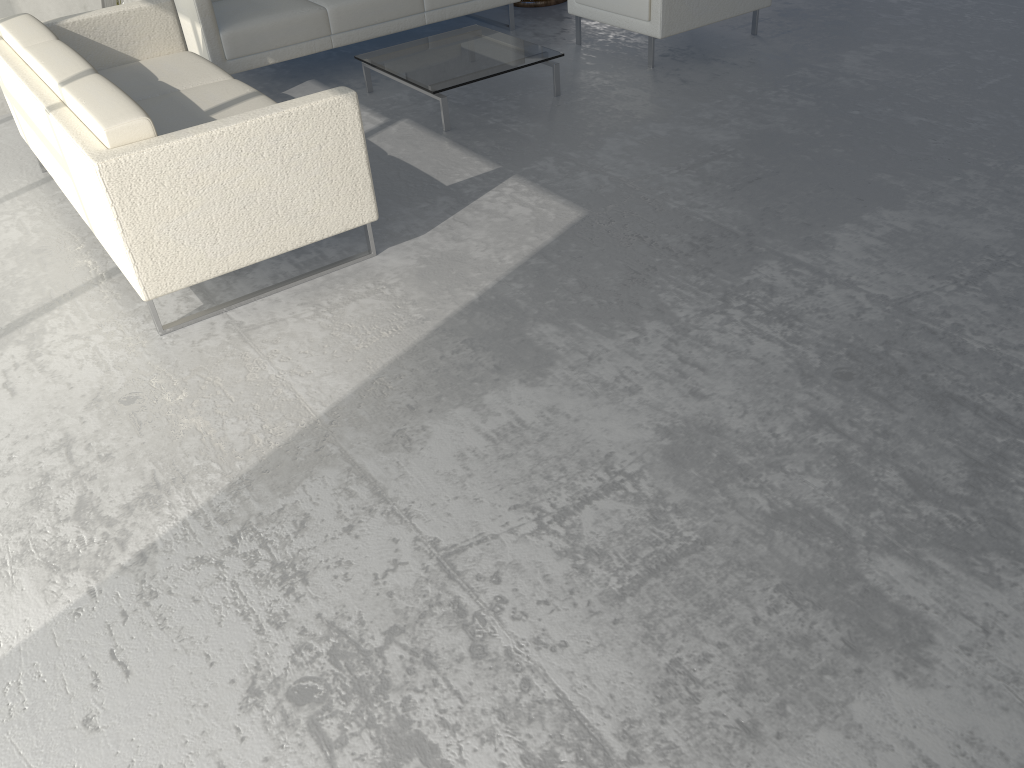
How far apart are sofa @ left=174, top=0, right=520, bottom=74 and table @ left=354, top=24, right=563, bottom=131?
0.3m

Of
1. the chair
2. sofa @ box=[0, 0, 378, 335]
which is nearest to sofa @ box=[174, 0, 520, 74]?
sofa @ box=[0, 0, 378, 335]

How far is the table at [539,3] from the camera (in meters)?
5.63

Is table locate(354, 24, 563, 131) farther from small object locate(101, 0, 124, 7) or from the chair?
small object locate(101, 0, 124, 7)

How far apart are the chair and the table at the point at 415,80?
0.54m

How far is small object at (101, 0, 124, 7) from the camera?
4.3m

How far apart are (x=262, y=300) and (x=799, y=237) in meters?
1.8

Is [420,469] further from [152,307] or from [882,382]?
[882,382]

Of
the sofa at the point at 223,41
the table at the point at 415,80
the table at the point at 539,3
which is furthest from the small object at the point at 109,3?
the table at the point at 539,3

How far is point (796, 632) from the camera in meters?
1.7
